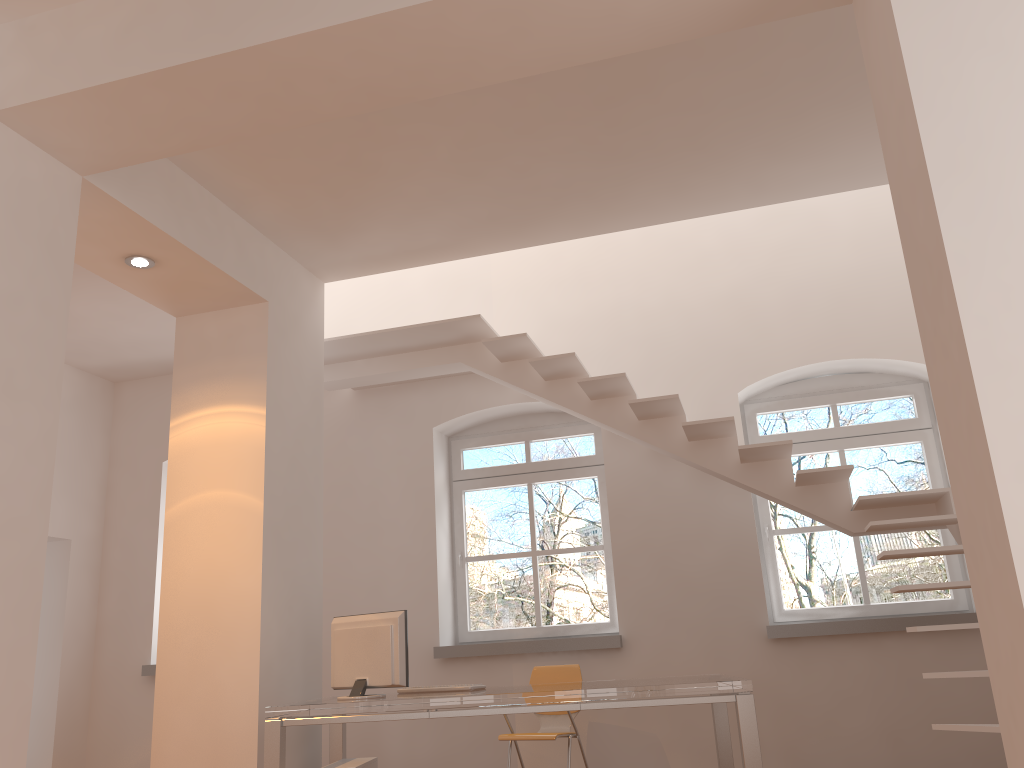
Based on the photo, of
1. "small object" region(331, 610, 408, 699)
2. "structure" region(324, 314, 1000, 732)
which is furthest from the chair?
"structure" region(324, 314, 1000, 732)

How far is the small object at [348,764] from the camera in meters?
4.7

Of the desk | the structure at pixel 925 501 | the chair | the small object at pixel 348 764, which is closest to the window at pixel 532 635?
the chair

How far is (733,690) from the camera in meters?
4.0

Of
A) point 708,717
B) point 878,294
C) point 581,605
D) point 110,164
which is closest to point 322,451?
point 110,164

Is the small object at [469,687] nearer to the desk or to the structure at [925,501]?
the desk

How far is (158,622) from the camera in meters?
7.1

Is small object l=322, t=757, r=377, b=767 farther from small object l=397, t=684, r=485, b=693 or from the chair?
the chair

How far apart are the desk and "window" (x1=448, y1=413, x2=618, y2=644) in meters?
1.5 m

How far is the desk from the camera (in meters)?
3.95
